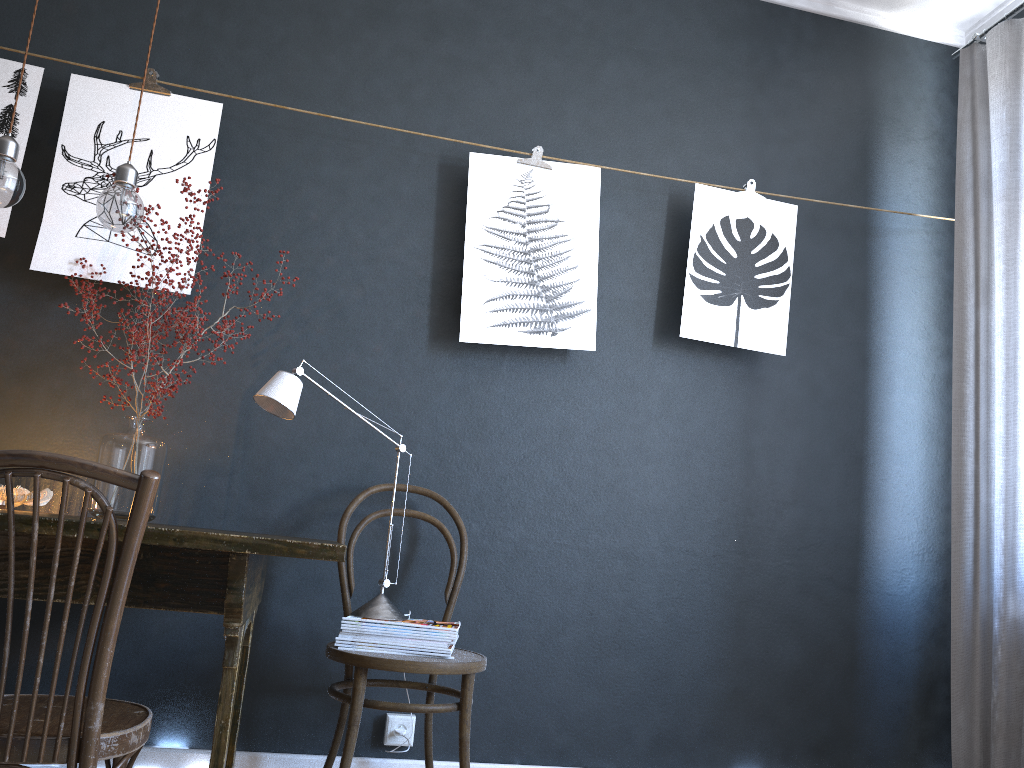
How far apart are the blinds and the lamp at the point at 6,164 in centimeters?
269cm

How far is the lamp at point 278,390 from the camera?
2.3m

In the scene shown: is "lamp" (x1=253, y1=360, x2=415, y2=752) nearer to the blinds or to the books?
the books

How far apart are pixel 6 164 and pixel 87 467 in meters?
1.2

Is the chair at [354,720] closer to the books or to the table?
the books

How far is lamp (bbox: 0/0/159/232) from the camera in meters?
2.1 m

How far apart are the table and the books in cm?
41

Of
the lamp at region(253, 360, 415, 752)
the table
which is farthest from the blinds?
the table

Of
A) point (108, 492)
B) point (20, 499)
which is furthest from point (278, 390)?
point (20, 499)

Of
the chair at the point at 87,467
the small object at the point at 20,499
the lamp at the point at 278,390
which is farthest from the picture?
the chair at the point at 87,467
